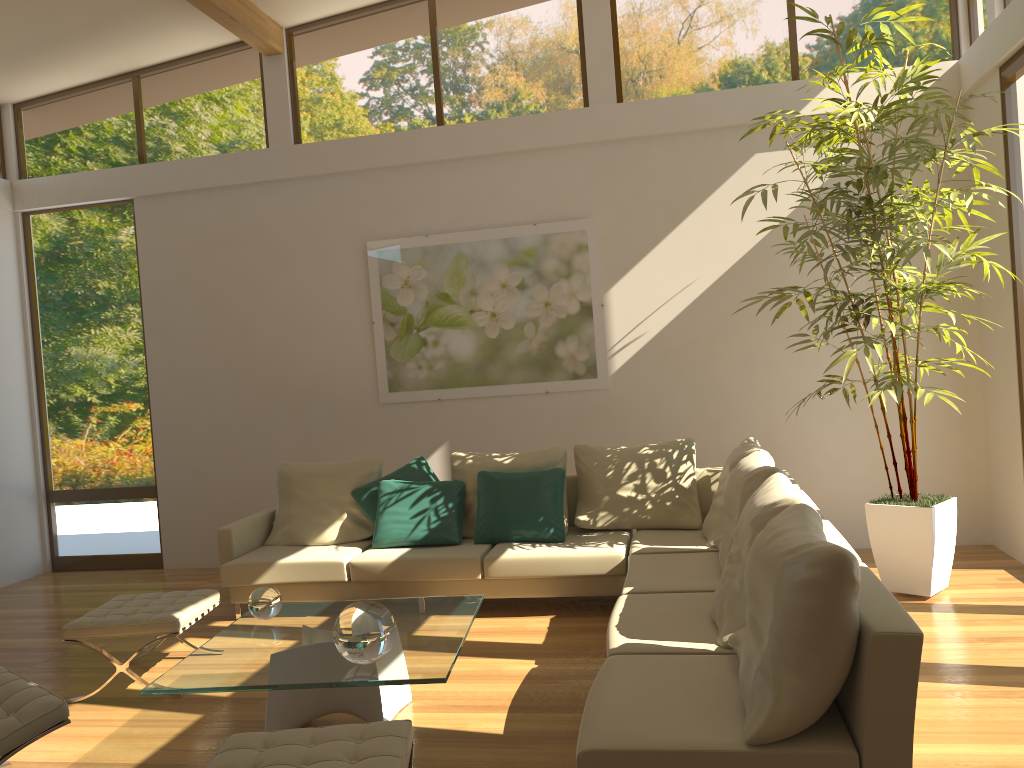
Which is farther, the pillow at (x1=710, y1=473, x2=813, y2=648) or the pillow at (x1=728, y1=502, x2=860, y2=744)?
the pillow at (x1=710, y1=473, x2=813, y2=648)

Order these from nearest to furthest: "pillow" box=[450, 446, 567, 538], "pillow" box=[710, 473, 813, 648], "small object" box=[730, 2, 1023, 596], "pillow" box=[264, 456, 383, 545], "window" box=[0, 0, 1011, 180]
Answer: "pillow" box=[710, 473, 813, 648] → "small object" box=[730, 2, 1023, 596] → "pillow" box=[450, 446, 567, 538] → "pillow" box=[264, 456, 383, 545] → "window" box=[0, 0, 1011, 180]

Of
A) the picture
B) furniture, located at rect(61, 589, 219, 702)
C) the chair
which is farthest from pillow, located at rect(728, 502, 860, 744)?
the picture

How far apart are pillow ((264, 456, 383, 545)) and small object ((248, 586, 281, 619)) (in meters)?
1.88

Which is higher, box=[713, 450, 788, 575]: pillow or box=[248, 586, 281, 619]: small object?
box=[713, 450, 788, 575]: pillow

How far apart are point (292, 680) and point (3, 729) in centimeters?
97cm

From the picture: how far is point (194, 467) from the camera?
7.4m

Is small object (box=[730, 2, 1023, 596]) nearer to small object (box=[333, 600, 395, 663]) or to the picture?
the picture

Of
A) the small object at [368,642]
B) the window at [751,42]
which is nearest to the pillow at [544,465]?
the small object at [368,642]

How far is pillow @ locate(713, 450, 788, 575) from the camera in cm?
423
